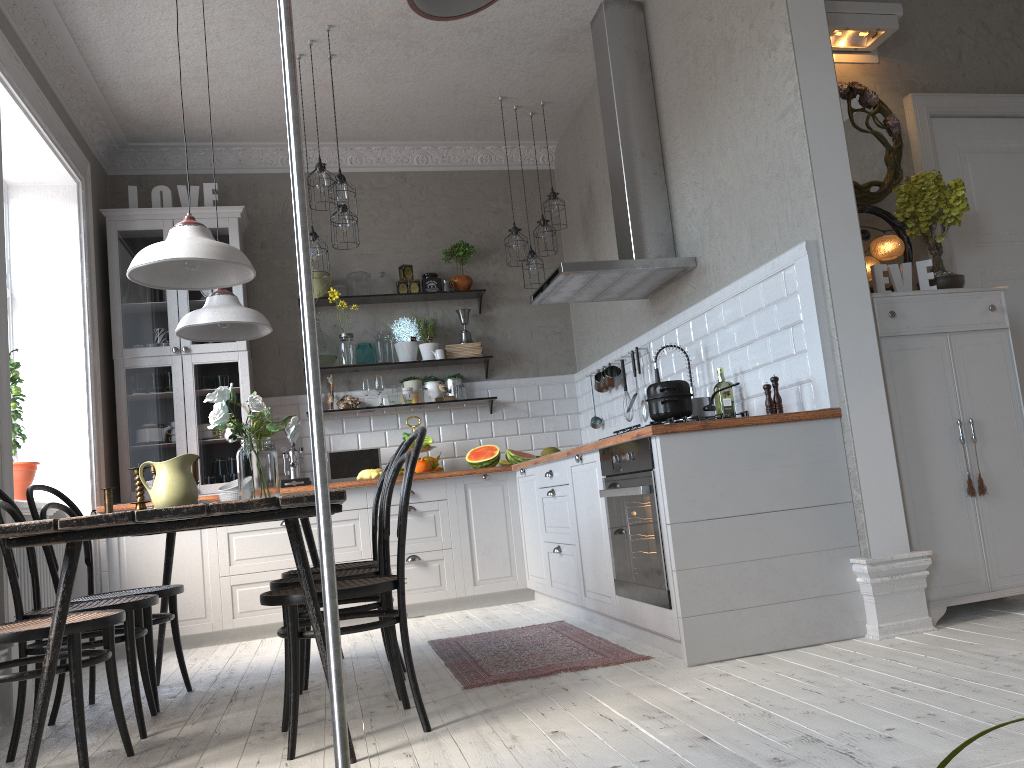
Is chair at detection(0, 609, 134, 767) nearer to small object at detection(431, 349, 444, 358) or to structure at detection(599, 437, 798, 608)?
structure at detection(599, 437, 798, 608)

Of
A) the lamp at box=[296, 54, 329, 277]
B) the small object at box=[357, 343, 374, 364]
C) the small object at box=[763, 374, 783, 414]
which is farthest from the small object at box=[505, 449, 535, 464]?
the small object at box=[763, 374, 783, 414]

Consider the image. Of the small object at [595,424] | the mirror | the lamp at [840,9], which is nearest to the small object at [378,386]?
the small object at [595,424]

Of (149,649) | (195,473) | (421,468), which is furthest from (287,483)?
(195,473)

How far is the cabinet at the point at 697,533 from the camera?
3.1 meters

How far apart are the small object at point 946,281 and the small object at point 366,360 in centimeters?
364cm

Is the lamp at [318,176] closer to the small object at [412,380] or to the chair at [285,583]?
the small object at [412,380]

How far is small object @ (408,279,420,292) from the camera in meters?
6.4 m

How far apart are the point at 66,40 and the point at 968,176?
4.6 meters

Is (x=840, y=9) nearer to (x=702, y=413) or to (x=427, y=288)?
(x=702, y=413)
